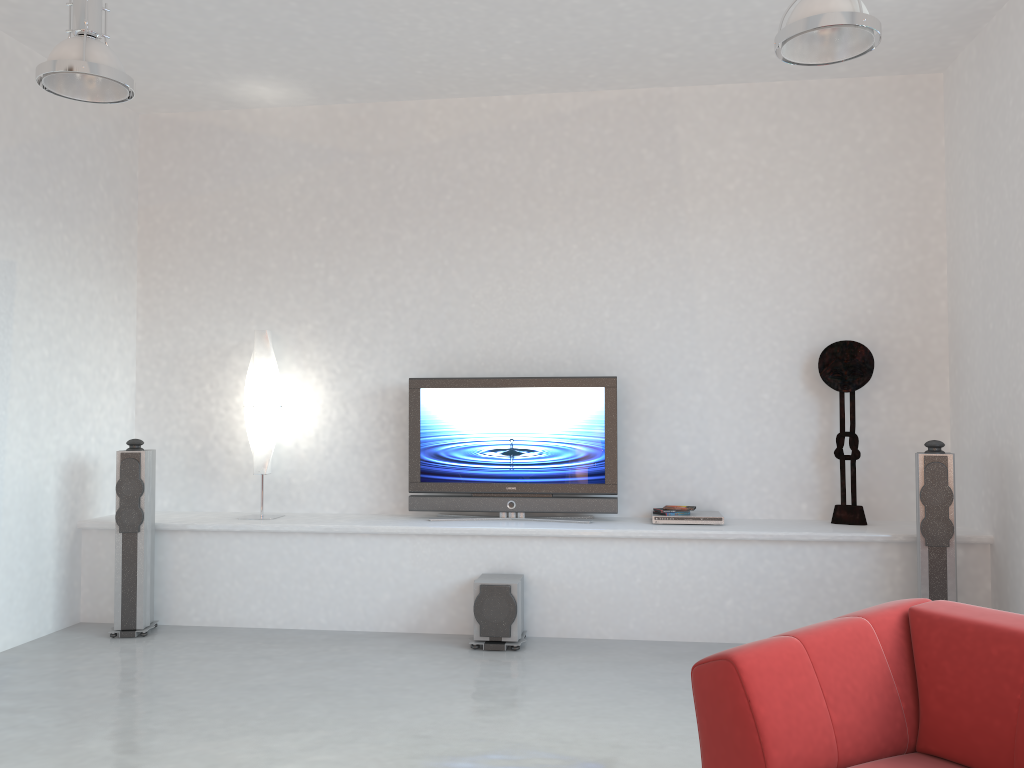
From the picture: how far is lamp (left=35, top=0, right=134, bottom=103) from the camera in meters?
3.6

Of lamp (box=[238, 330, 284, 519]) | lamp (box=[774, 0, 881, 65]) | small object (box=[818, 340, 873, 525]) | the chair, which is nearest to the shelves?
small object (box=[818, 340, 873, 525])

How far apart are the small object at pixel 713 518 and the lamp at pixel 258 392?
2.5m

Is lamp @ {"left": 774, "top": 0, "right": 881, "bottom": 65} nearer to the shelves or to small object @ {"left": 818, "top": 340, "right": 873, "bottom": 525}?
small object @ {"left": 818, "top": 340, "right": 873, "bottom": 525}

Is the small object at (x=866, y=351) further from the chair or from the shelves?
Result: the chair

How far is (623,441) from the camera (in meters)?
5.86

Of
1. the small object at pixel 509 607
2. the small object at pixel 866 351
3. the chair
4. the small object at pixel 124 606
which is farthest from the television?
the chair

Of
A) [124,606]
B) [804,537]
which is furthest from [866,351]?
[124,606]

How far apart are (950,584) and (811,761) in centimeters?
279cm

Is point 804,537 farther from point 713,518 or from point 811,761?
point 811,761
